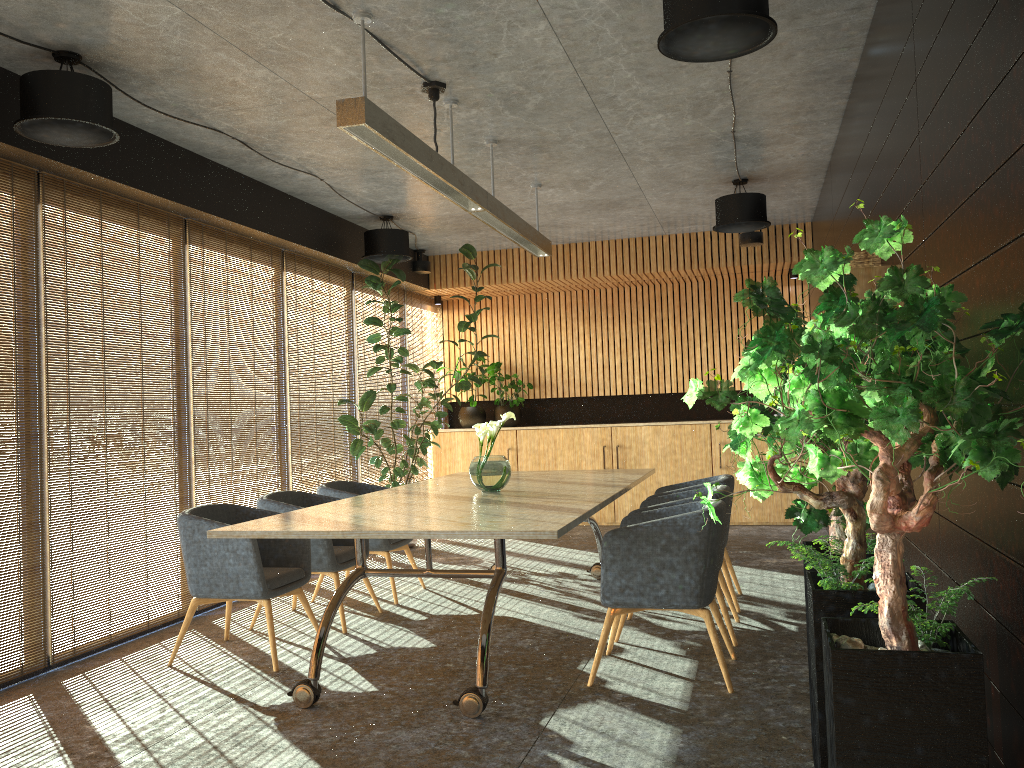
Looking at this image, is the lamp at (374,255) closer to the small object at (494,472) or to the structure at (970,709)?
the small object at (494,472)

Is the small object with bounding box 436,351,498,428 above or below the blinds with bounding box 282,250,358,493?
below

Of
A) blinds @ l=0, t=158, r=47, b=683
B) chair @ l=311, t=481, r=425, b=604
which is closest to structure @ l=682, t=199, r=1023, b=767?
chair @ l=311, t=481, r=425, b=604

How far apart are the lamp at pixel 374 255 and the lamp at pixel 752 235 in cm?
182

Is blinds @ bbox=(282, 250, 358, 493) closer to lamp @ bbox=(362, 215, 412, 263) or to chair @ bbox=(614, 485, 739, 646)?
lamp @ bbox=(362, 215, 412, 263)

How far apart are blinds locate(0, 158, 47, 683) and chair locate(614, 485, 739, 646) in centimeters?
367cm

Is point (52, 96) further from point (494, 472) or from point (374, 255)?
point (374, 255)

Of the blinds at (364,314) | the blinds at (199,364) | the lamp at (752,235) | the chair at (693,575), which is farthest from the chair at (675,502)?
the blinds at (364,314)

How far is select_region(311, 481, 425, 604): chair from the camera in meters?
7.0

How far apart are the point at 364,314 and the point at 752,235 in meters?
4.4 m
